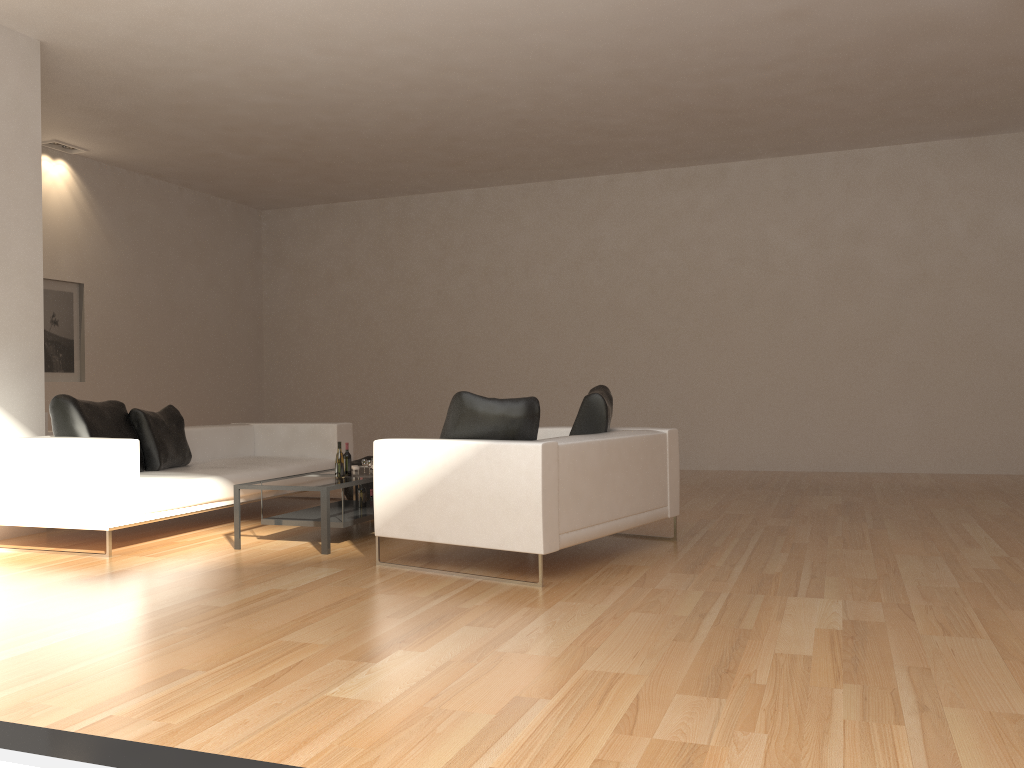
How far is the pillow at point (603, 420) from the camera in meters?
5.6 m

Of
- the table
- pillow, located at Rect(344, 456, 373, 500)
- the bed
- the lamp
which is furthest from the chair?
the lamp

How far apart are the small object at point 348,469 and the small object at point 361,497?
0.3 meters

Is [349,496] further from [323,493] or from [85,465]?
[85,465]

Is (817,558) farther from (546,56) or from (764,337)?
(764,337)

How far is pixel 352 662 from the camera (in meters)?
3.34

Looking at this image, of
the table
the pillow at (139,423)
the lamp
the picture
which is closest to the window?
the table

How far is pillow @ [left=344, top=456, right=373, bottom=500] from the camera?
8.1 meters

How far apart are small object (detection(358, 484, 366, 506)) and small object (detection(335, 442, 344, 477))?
0.4 meters

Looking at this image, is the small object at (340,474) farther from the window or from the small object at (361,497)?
the window
